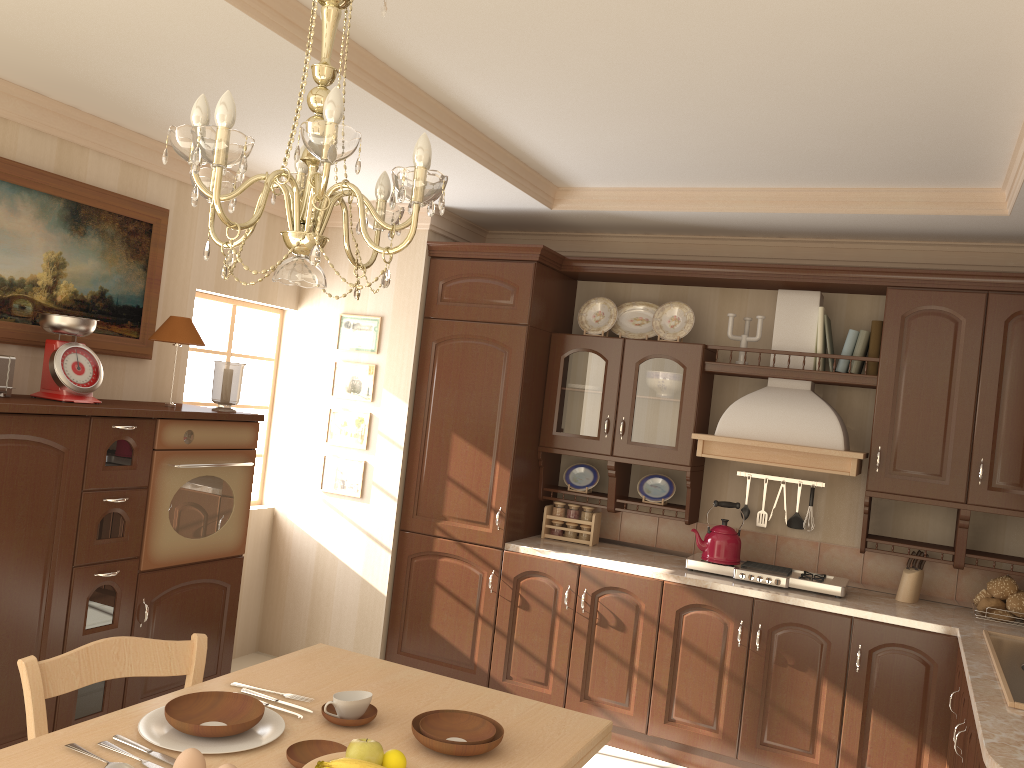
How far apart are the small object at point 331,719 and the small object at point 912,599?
A: 2.8 meters

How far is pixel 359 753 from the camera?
1.6 meters

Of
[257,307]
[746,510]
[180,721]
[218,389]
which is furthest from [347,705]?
[257,307]

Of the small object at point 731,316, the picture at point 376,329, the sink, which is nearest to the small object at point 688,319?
the small object at point 731,316

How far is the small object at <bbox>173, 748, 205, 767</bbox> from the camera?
1.51m

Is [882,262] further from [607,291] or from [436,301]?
[436,301]

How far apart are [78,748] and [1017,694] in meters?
2.5 m

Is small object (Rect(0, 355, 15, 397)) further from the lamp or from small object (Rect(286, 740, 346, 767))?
small object (Rect(286, 740, 346, 767))

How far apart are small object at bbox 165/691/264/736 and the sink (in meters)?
2.05

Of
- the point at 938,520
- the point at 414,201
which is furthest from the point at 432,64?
the point at 938,520
